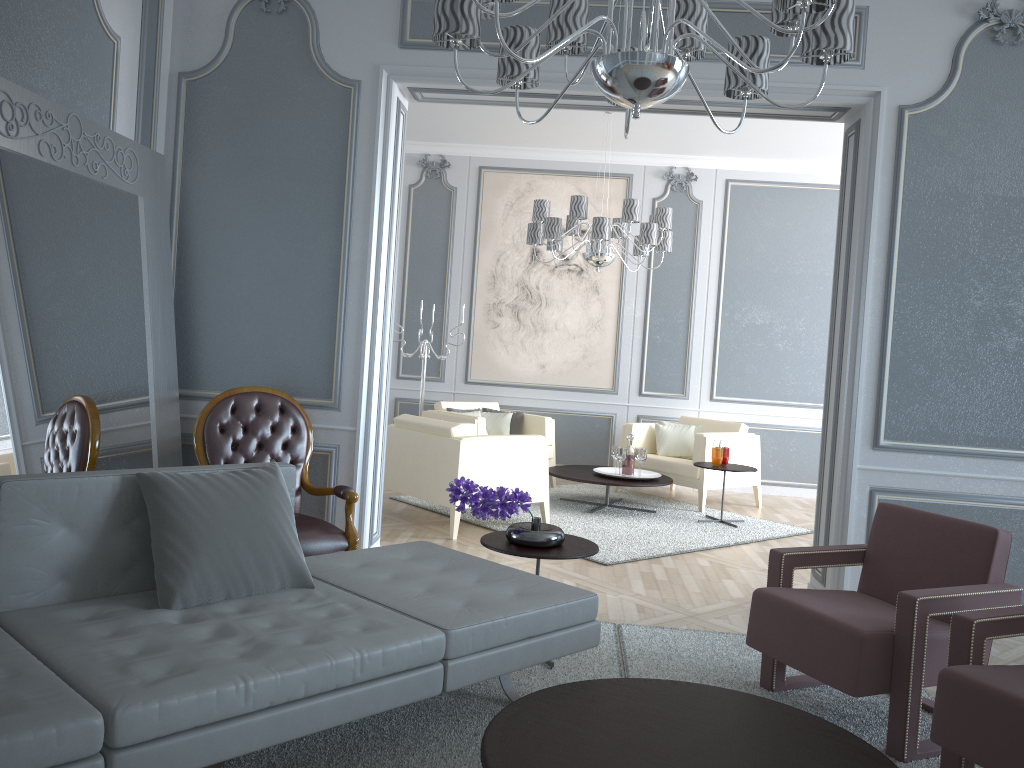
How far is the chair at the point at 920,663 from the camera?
2.42m

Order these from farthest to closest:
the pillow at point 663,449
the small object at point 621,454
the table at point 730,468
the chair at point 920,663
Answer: the pillow at point 663,449 < the small object at point 621,454 < the table at point 730,468 < the chair at point 920,663

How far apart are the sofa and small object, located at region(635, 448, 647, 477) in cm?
324

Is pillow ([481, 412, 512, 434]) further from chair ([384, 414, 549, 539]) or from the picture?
chair ([384, 414, 549, 539])

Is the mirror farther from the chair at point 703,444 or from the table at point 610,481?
the chair at point 703,444

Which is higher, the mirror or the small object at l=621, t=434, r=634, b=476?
the mirror

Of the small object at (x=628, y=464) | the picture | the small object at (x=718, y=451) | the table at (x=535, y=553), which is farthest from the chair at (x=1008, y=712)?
the picture

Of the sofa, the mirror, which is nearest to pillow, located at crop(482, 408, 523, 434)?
the mirror

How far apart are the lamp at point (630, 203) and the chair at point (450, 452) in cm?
125

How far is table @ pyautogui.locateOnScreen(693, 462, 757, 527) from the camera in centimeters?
575cm
